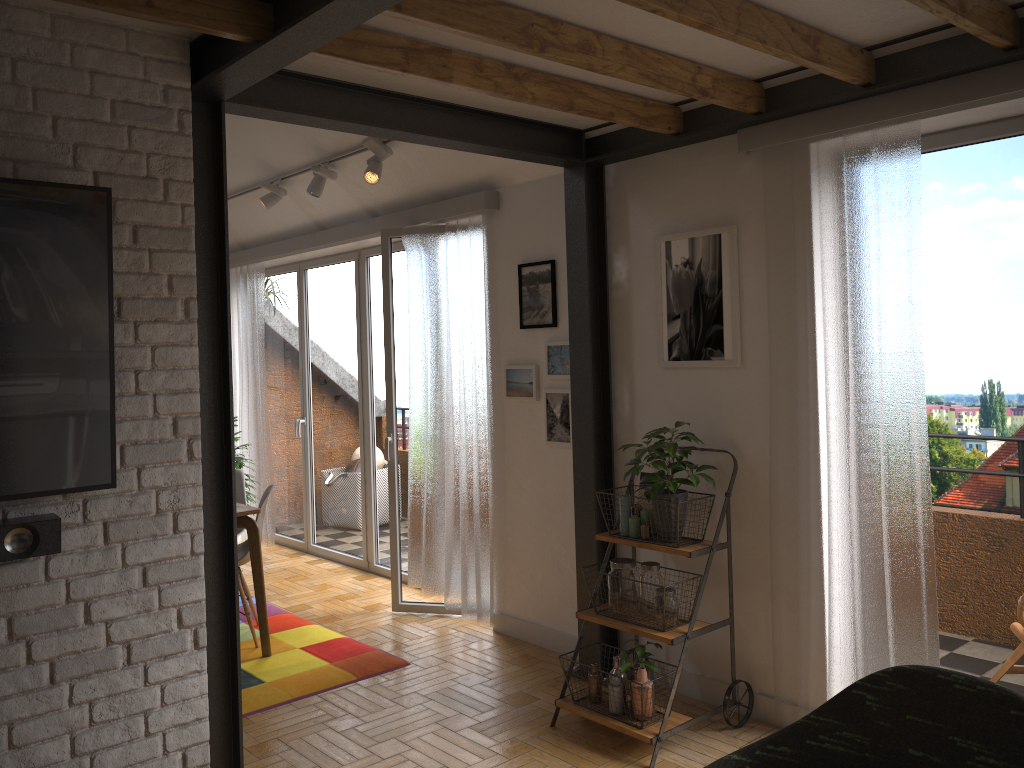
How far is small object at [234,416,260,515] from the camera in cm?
646

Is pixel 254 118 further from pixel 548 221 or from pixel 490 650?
pixel 490 650

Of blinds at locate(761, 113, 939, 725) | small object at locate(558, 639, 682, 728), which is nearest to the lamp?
blinds at locate(761, 113, 939, 725)

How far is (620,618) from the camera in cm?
356

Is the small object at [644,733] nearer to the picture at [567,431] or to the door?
the picture at [567,431]

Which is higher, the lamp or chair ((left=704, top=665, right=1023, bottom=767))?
the lamp

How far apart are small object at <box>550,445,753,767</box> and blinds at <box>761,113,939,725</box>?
0.16m

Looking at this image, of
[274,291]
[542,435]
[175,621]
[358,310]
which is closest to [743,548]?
[542,435]

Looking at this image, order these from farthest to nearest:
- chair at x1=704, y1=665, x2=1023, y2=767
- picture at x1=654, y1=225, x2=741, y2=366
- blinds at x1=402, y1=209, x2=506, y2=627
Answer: blinds at x1=402, y1=209, x2=506, y2=627
picture at x1=654, y1=225, x2=741, y2=366
chair at x1=704, y1=665, x2=1023, y2=767

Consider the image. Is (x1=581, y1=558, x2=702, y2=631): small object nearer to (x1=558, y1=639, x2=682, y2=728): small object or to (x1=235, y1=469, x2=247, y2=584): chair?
(x1=558, y1=639, x2=682, y2=728): small object
